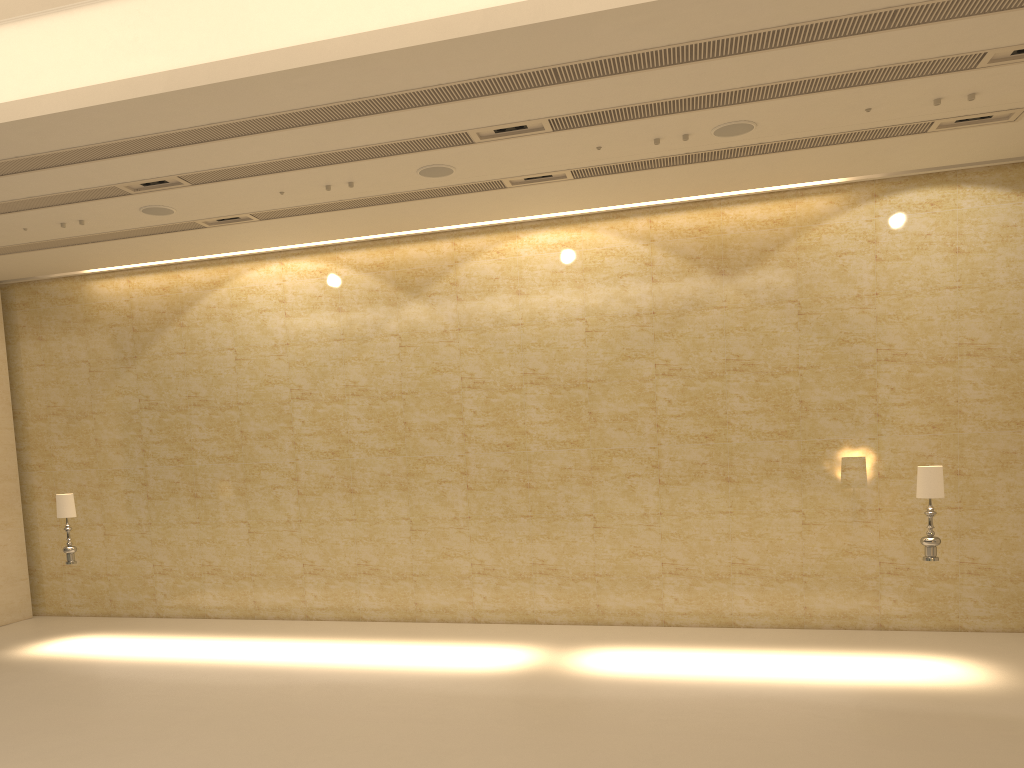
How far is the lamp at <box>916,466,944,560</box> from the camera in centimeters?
967cm

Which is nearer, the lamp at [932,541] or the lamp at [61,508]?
the lamp at [932,541]

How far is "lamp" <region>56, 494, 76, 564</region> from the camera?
12.0m

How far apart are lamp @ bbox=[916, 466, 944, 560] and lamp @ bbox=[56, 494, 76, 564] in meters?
10.9 m

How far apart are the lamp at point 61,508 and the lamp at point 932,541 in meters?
10.9 m

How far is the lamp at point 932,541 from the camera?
9.7m

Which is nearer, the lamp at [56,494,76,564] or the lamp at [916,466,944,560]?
the lamp at [916,466,944,560]

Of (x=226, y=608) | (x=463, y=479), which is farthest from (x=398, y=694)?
(x=226, y=608)
